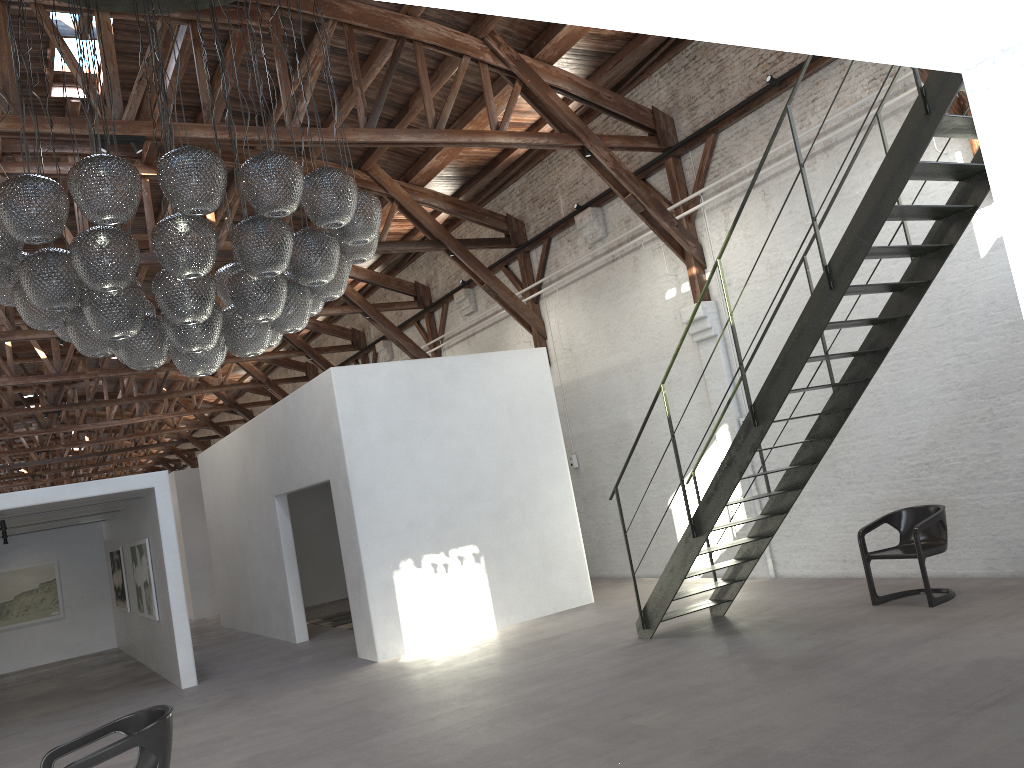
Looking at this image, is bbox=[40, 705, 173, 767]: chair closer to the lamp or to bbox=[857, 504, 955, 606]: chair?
the lamp

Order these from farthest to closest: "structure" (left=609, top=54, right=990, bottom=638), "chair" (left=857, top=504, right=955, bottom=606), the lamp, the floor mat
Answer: the floor mat < "chair" (left=857, top=504, right=955, bottom=606) < "structure" (left=609, top=54, right=990, bottom=638) < the lamp

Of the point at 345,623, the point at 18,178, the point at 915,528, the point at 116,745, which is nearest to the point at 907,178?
the point at 915,528

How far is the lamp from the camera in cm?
468

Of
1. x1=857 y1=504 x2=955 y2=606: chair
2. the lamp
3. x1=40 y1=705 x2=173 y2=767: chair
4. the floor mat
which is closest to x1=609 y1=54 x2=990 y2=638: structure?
x1=857 y1=504 x2=955 y2=606: chair

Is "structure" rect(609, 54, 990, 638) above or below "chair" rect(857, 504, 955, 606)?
above

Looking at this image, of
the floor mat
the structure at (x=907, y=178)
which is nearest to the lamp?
the structure at (x=907, y=178)

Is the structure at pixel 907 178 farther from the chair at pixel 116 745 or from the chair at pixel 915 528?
the chair at pixel 116 745

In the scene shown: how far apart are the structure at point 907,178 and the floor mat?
6.2 meters

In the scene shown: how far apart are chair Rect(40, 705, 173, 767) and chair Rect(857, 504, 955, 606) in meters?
5.7
